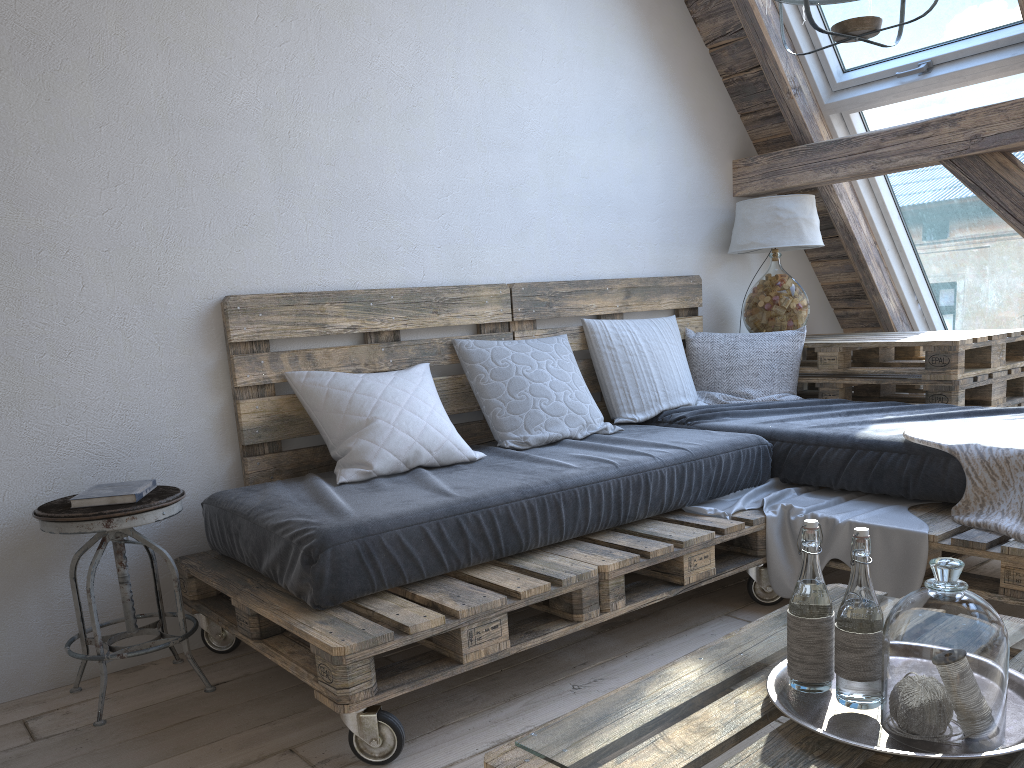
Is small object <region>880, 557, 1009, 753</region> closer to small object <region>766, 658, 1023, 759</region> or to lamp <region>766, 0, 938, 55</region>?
small object <region>766, 658, 1023, 759</region>

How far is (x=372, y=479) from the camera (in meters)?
2.43

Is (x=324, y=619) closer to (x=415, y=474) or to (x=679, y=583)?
(x=415, y=474)

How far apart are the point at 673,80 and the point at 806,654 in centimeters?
288cm

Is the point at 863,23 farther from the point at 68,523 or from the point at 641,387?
the point at 68,523

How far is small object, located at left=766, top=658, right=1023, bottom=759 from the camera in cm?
114

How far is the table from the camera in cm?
317

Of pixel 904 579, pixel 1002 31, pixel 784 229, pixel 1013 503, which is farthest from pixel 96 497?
pixel 1002 31

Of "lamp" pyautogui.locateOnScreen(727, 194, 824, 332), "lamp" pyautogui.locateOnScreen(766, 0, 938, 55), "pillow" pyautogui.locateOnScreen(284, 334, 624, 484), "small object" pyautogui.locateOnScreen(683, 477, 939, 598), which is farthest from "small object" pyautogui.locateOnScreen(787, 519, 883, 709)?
"lamp" pyautogui.locateOnScreen(727, 194, 824, 332)

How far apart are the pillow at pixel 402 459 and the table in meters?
1.0
